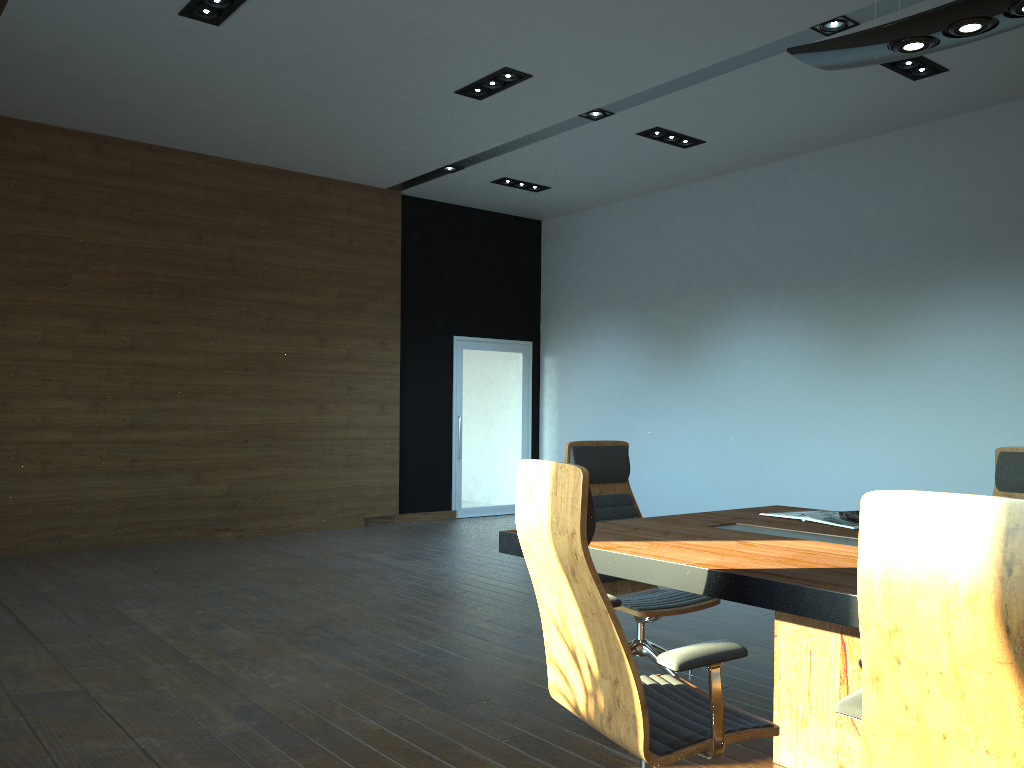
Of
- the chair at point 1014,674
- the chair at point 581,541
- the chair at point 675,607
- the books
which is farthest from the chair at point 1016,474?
the chair at point 1014,674

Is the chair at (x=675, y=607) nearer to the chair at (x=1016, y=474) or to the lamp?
the chair at (x=1016, y=474)

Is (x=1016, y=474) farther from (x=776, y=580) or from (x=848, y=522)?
(x=776, y=580)

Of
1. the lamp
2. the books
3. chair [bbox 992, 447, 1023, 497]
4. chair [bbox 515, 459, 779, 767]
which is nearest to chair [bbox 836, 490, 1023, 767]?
chair [bbox 515, 459, 779, 767]

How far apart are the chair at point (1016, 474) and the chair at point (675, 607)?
1.41m

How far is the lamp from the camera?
2.8 meters

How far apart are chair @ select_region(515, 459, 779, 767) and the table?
0.1 meters

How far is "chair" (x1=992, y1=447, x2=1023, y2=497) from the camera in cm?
398

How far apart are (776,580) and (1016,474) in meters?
2.2 m

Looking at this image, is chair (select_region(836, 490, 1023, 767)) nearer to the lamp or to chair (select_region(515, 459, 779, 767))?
chair (select_region(515, 459, 779, 767))
